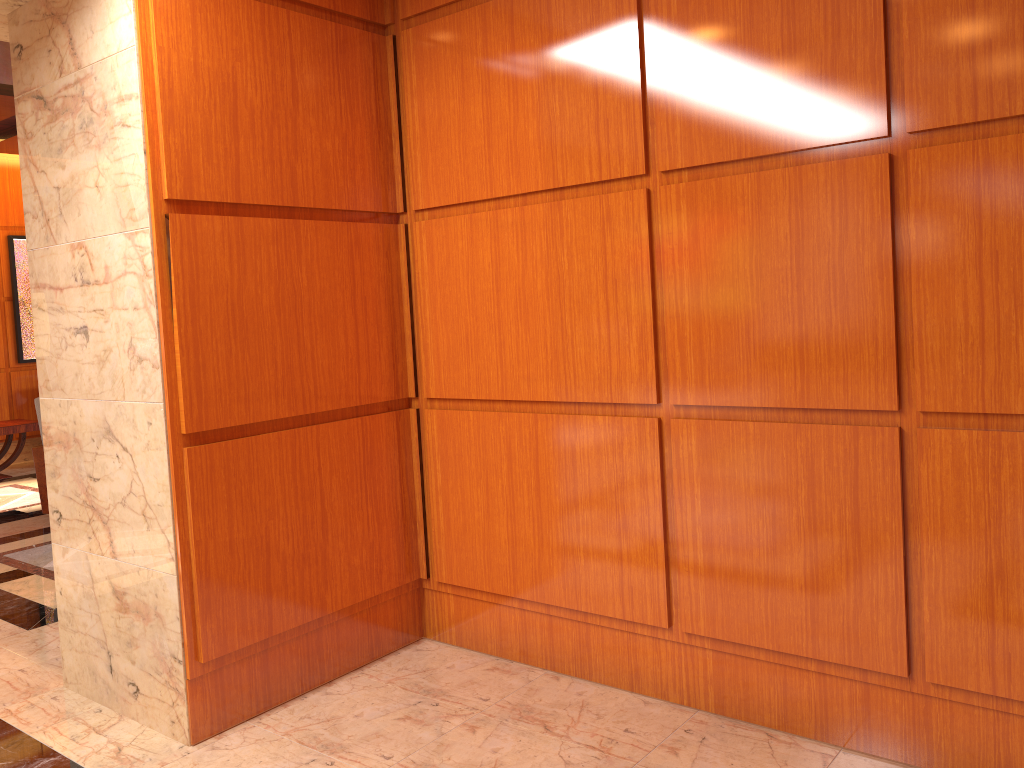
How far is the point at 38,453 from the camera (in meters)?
6.94

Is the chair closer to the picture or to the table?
A: the table

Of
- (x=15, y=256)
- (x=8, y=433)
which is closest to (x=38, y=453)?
(x=8, y=433)

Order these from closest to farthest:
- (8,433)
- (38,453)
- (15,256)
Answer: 1. (38,453)
2. (8,433)
3. (15,256)

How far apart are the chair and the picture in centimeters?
370cm

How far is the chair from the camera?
6.9 meters

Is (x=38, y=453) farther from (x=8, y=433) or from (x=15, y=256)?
(x=15, y=256)

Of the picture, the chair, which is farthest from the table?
the chair

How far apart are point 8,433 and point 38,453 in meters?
2.5

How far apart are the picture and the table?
1.0 meters
